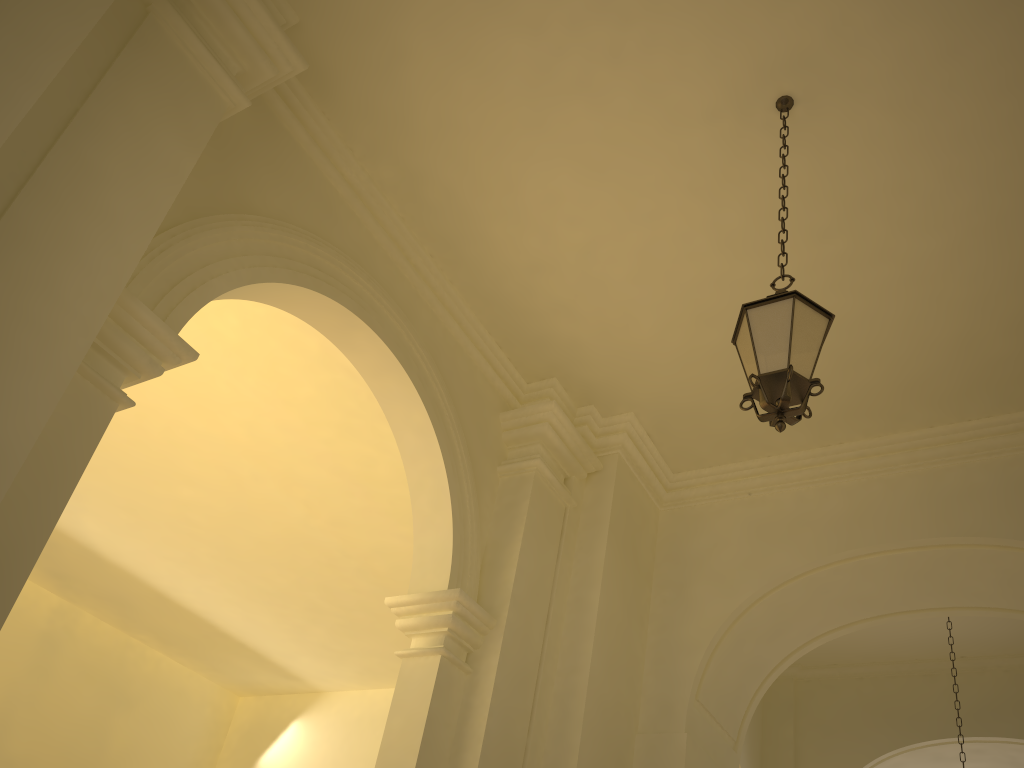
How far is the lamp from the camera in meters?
4.1 m

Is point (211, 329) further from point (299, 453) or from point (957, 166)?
point (957, 166)

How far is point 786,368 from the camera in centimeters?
407cm

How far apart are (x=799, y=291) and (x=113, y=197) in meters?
4.8
